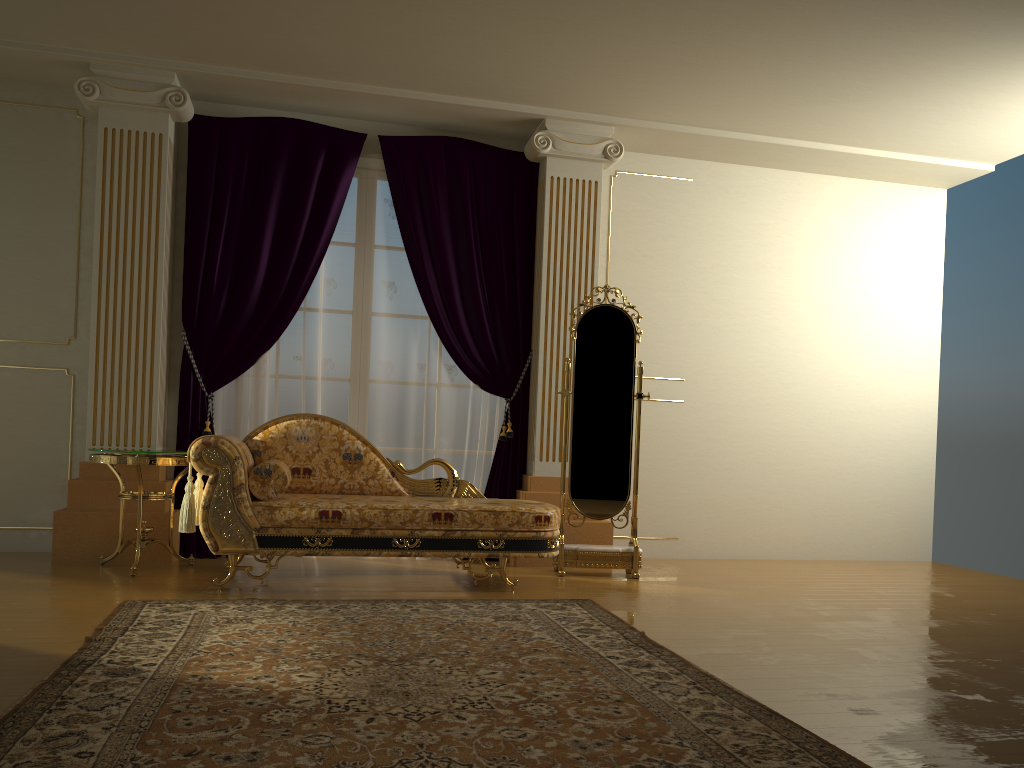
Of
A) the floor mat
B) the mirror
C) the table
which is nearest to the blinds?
the table

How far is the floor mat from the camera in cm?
206

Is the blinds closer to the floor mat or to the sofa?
the sofa

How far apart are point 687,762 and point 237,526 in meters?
2.6

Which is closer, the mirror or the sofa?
the sofa

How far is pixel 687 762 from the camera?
2.06m

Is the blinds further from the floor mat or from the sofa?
the floor mat

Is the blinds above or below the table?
above

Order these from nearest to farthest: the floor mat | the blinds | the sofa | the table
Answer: the floor mat → the sofa → the table → the blinds

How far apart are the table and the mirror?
2.0 meters
